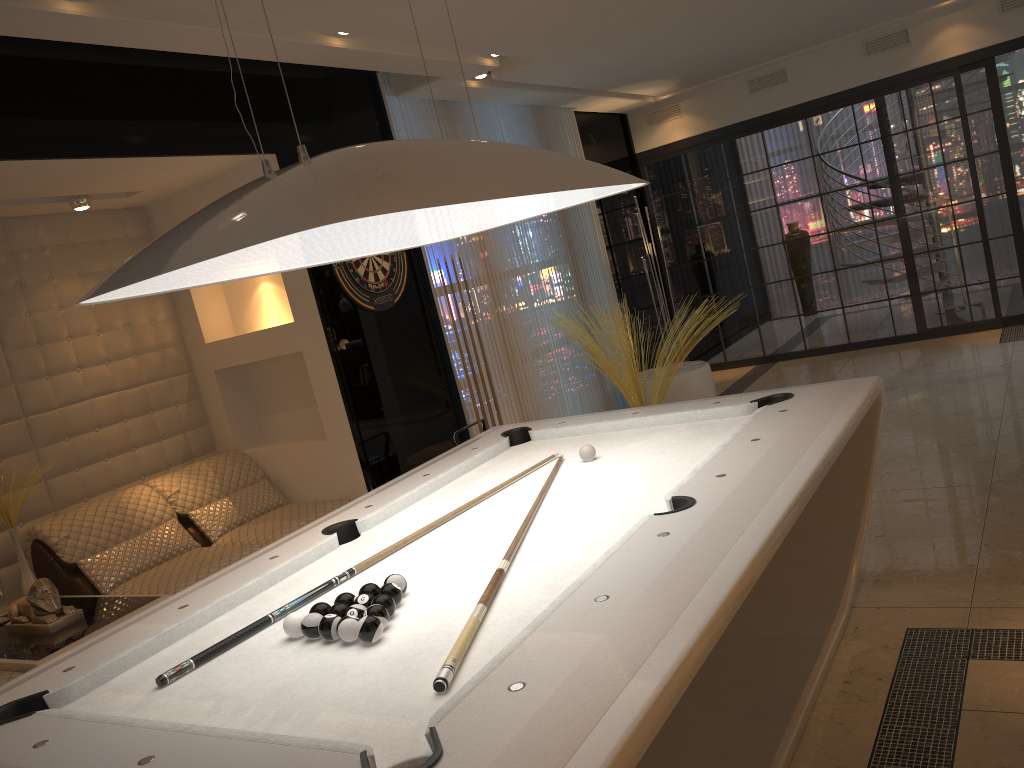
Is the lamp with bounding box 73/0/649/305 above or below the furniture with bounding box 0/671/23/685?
above

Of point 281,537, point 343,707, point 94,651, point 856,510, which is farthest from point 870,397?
point 281,537

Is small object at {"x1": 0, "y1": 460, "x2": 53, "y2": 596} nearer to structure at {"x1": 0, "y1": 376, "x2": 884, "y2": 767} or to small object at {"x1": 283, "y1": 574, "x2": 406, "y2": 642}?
structure at {"x1": 0, "y1": 376, "x2": 884, "y2": 767}

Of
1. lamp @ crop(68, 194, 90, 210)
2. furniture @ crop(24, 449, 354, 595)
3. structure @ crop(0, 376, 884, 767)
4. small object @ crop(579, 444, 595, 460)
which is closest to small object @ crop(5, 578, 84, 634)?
furniture @ crop(24, 449, 354, 595)

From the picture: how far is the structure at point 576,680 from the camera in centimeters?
140cm

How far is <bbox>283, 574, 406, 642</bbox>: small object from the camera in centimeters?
185cm

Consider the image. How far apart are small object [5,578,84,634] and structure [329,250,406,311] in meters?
2.1

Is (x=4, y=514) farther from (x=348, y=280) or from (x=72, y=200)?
(x=348, y=280)

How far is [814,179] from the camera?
7.9m

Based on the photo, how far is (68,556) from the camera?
4.19m
